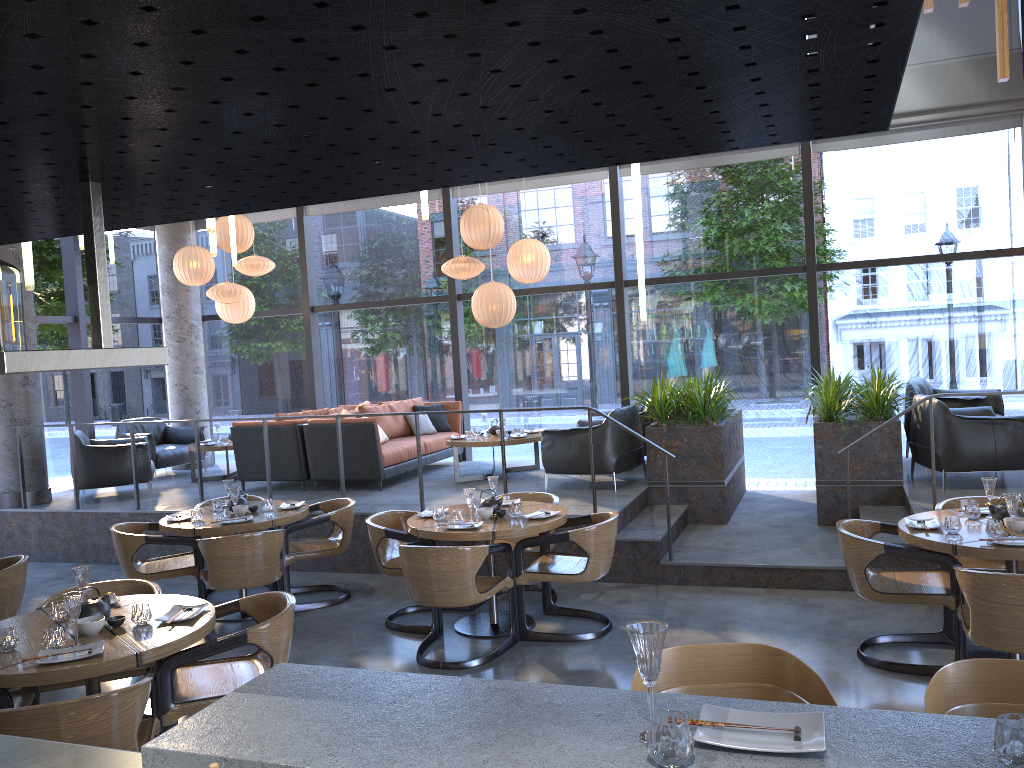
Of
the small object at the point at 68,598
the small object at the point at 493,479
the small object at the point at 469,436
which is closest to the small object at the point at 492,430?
the small object at the point at 469,436

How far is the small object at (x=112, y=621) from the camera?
3.9m

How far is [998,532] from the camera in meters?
4.6

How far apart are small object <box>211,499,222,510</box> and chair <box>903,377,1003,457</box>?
6.3m

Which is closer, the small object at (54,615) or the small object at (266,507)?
the small object at (54,615)

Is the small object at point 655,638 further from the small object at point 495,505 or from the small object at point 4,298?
the small object at point 495,505

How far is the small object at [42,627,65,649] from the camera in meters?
3.6

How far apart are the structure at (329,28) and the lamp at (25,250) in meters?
1.2 m

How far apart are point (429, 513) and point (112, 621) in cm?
256

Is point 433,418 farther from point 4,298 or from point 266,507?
point 4,298
